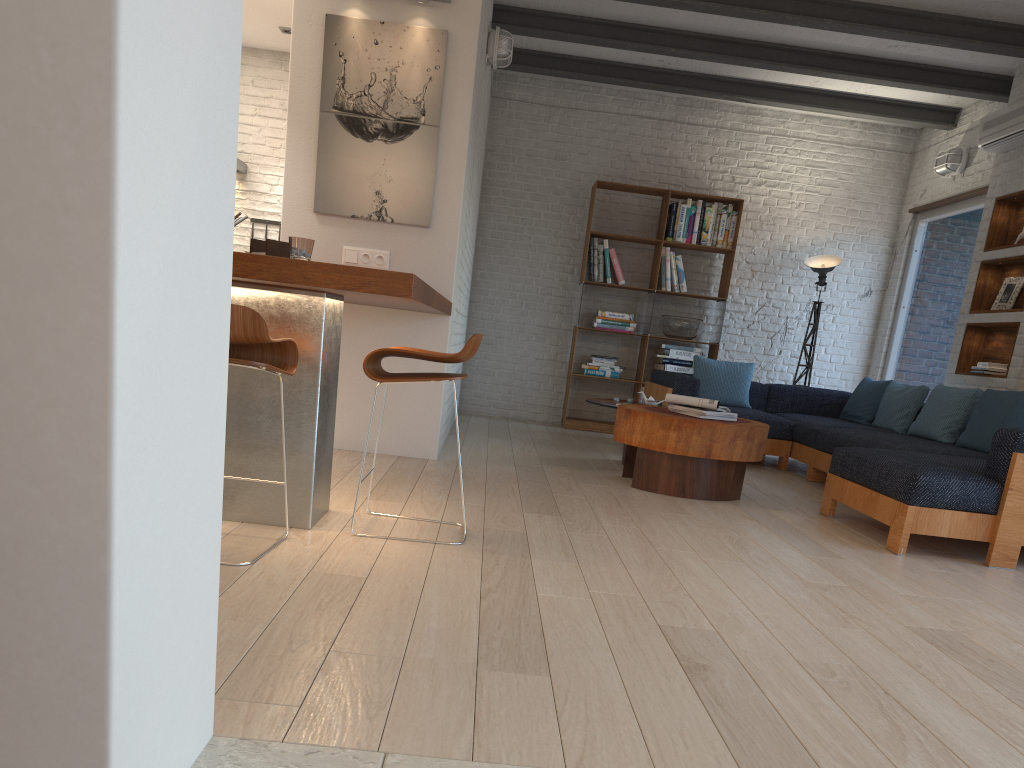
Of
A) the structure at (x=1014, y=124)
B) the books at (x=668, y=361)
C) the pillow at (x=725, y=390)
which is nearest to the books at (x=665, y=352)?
the books at (x=668, y=361)

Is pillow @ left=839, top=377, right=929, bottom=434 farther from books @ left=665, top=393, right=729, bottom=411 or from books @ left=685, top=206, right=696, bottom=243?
books @ left=665, top=393, right=729, bottom=411

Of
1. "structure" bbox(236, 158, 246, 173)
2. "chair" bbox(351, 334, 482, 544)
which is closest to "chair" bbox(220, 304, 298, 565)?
"chair" bbox(351, 334, 482, 544)

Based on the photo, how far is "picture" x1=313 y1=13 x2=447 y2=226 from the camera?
5.04m

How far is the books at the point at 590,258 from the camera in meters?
8.2 m

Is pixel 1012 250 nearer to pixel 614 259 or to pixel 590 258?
pixel 614 259

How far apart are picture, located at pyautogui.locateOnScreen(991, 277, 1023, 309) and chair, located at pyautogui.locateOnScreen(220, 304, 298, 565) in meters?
5.4 m

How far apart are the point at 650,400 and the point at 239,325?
4.1m

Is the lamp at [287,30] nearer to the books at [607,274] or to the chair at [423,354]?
the books at [607,274]

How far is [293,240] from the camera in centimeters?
313cm
